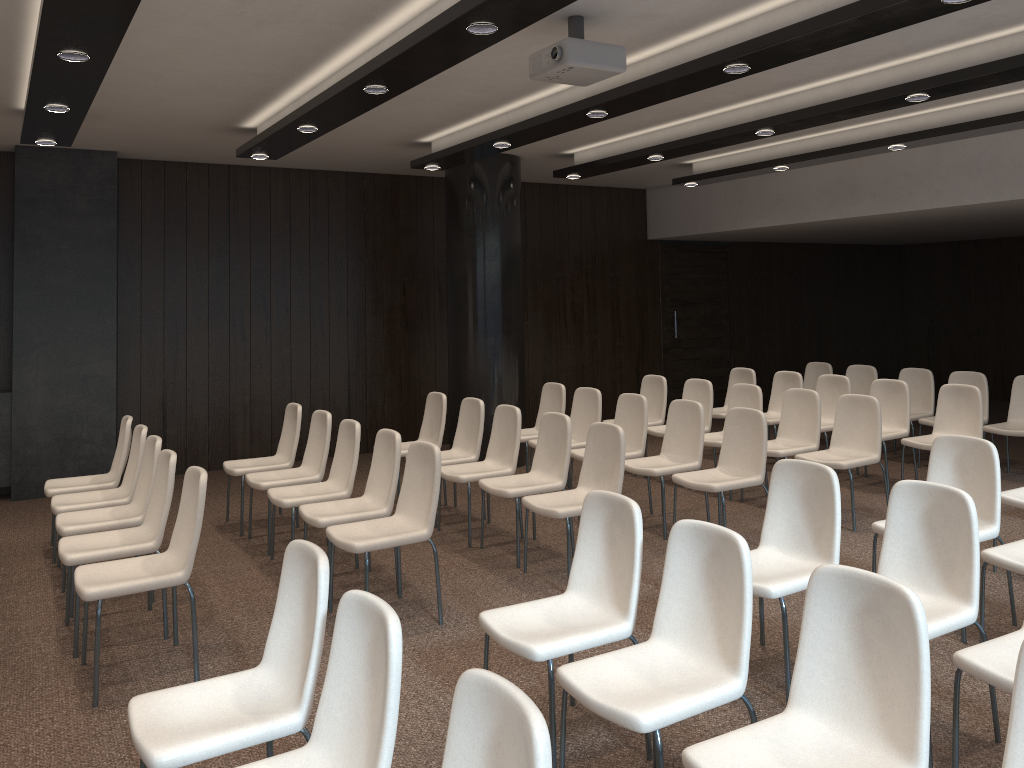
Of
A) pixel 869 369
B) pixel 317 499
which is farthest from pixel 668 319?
pixel 317 499

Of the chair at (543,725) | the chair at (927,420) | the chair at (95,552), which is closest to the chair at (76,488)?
the chair at (95,552)

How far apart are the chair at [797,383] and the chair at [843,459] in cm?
162

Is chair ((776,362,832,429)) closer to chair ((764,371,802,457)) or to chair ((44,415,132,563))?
chair ((764,371,802,457))

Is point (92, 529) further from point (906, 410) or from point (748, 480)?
point (906, 410)

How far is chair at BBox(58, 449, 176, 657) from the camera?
4.5m

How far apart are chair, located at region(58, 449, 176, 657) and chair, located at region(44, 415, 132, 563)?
1.4 meters

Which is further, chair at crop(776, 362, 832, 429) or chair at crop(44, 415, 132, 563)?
chair at crop(776, 362, 832, 429)

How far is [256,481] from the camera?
6.2m

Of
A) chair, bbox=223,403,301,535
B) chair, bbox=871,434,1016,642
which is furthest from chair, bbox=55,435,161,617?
chair, bbox=871,434,1016,642
